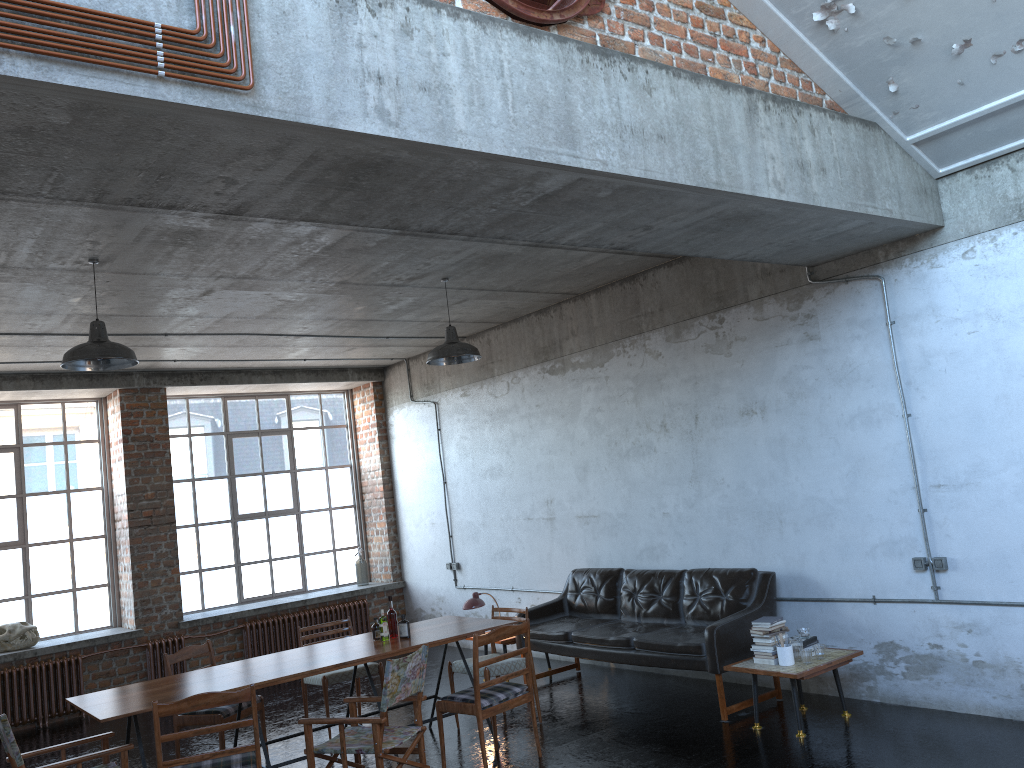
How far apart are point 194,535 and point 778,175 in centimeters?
933cm

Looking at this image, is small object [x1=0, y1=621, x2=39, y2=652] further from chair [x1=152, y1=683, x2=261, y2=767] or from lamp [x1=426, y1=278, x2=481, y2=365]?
lamp [x1=426, y1=278, x2=481, y2=365]

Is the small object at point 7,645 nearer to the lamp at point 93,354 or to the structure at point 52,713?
the structure at point 52,713

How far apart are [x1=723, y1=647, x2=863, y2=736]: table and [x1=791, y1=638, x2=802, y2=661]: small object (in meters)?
0.11

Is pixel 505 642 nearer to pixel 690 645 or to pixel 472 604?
pixel 472 604

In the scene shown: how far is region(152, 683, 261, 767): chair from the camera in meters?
5.1 m

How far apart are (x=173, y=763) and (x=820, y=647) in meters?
4.4 m

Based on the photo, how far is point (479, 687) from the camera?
6.1m

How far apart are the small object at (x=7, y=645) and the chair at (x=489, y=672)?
5.30m

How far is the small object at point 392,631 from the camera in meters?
7.0 m
